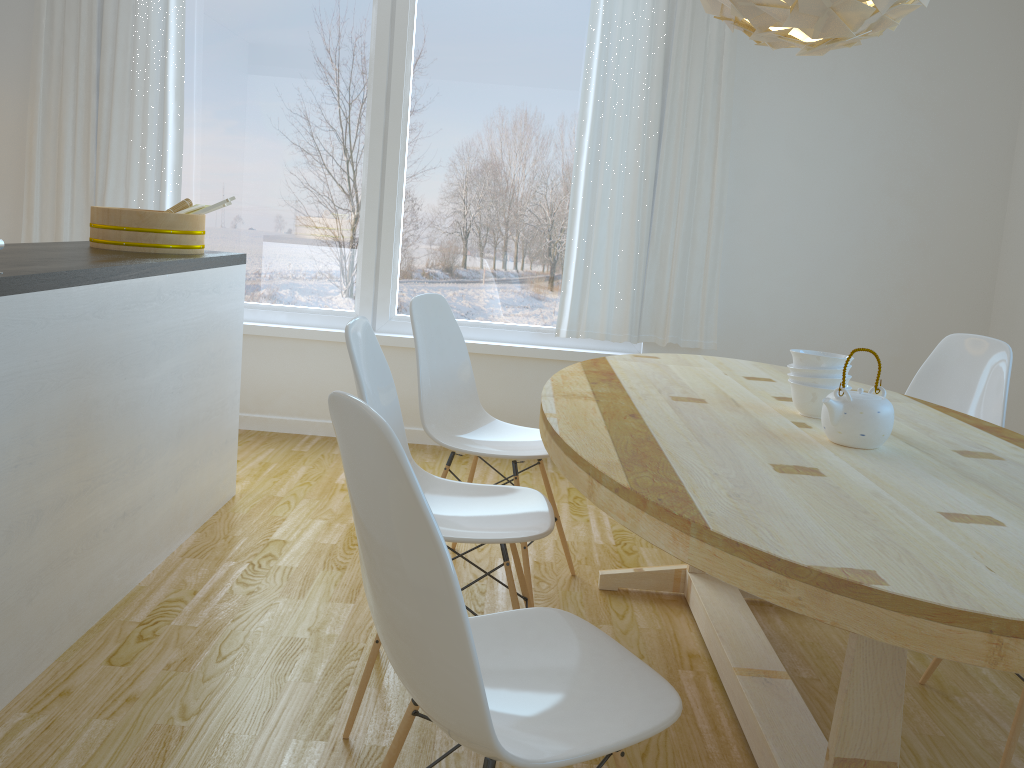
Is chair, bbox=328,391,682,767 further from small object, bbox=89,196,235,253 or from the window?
the window

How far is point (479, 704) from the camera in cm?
107

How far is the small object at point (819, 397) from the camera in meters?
2.1

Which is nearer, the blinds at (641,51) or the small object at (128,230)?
the small object at (128,230)

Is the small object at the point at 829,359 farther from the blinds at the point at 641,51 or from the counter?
the blinds at the point at 641,51

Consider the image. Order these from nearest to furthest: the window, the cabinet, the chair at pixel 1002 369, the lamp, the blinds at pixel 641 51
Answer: the lamp
the cabinet
the chair at pixel 1002 369
the blinds at pixel 641 51
the window

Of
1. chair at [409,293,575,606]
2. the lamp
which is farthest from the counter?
the lamp

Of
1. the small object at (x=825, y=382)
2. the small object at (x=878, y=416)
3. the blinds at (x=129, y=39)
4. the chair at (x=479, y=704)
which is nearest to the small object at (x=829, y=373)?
the small object at (x=825, y=382)

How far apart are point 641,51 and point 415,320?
2.2 meters

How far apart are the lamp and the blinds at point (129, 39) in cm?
301
